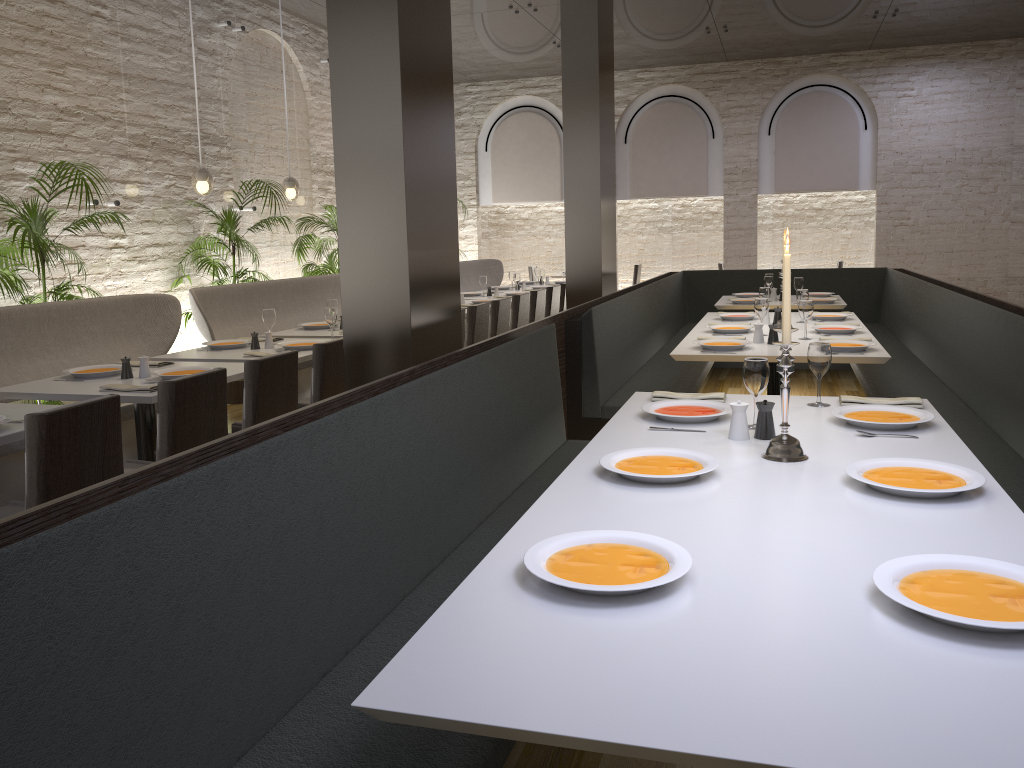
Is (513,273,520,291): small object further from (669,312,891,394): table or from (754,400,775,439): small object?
(754,400,775,439): small object

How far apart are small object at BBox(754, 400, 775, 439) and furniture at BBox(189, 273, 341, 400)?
4.6m

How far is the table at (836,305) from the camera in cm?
750

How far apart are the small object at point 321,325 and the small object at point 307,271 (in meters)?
2.54

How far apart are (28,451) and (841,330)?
4.4m

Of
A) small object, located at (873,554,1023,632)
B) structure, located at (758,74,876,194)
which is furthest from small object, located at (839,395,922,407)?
structure, located at (758,74,876,194)

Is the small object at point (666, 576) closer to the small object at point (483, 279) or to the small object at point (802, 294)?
the small object at point (802, 294)

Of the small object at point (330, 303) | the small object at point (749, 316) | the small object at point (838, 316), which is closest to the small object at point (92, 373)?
the small object at point (330, 303)

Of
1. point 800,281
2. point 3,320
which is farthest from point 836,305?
point 3,320

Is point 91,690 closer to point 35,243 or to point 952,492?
point 952,492
